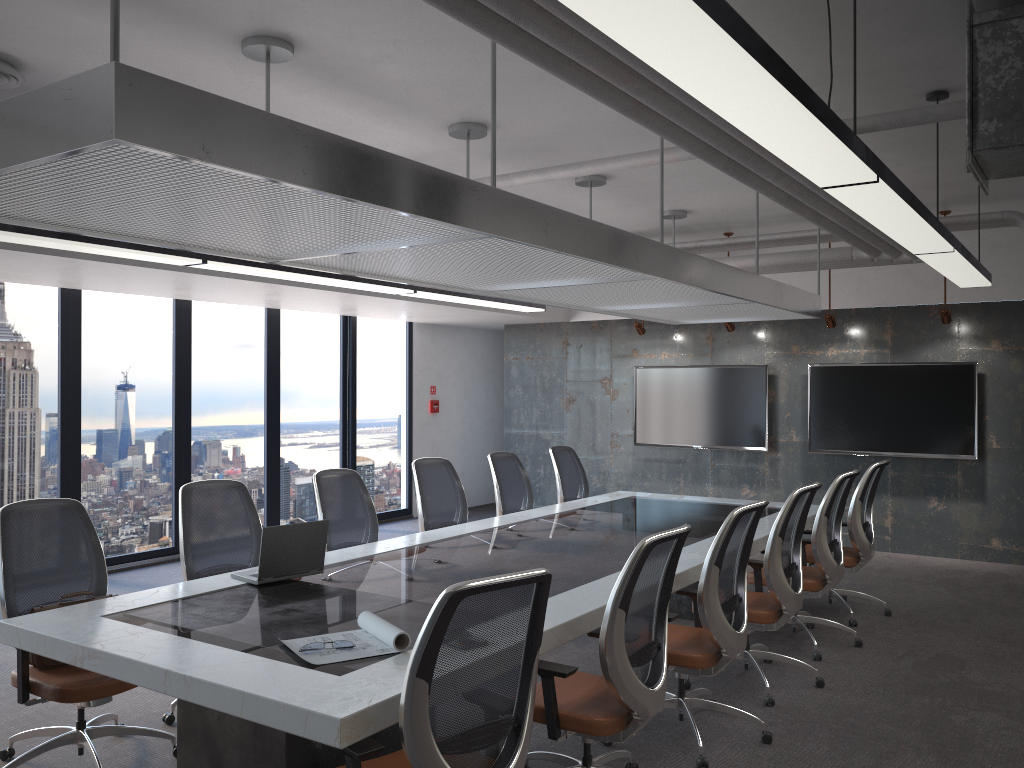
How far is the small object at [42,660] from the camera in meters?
3.8

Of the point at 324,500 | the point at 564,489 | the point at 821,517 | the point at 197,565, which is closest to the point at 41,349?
the point at 324,500

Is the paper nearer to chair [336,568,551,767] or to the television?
chair [336,568,551,767]

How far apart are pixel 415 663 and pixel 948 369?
7.83m

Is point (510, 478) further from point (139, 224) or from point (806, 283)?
point (806, 283)

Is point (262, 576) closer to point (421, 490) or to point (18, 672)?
point (18, 672)

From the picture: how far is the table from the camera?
2.8 meters

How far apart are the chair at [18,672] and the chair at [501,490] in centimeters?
331cm

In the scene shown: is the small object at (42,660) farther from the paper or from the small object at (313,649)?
the small object at (313,649)

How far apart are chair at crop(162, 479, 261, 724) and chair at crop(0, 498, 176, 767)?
0.2m
